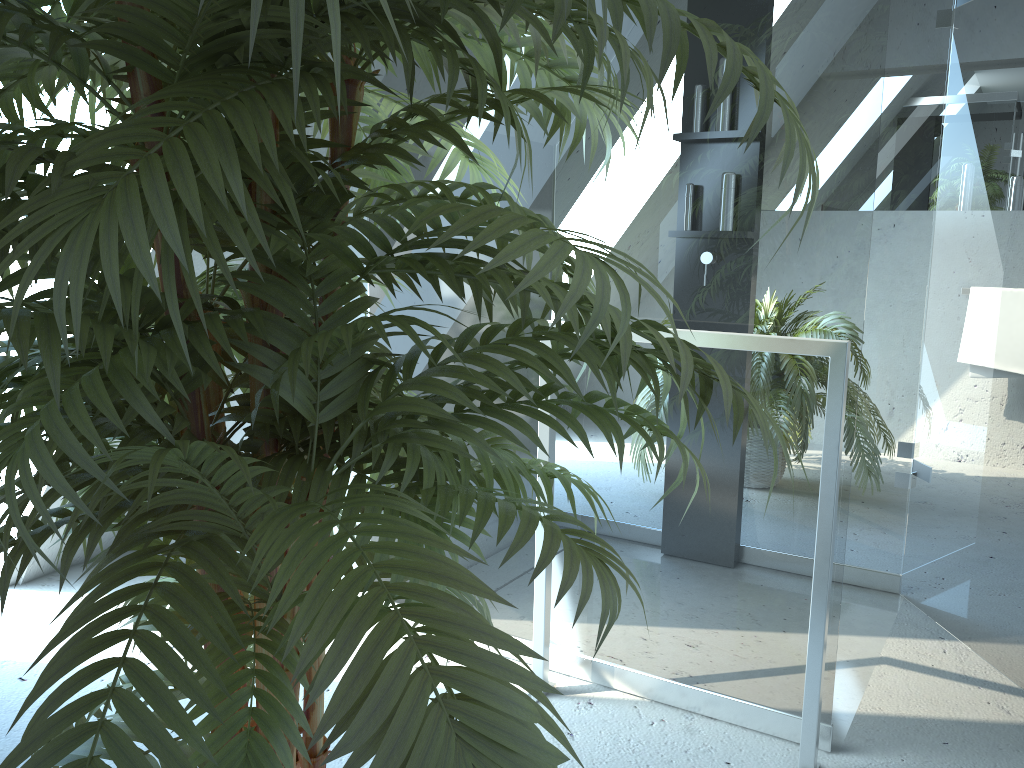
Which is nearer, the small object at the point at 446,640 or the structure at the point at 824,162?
the small object at the point at 446,640

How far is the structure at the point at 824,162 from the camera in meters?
1.7 m

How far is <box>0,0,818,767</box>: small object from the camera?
0.6m

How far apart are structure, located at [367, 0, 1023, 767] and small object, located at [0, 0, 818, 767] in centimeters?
64cm

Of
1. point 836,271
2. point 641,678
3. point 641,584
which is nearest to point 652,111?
point 836,271

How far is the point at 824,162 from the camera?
1.69m

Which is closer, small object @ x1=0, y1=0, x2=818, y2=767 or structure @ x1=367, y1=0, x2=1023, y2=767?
small object @ x1=0, y1=0, x2=818, y2=767

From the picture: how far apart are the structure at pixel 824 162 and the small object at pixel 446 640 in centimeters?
64cm

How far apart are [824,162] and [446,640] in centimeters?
143cm

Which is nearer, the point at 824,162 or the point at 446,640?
the point at 446,640
